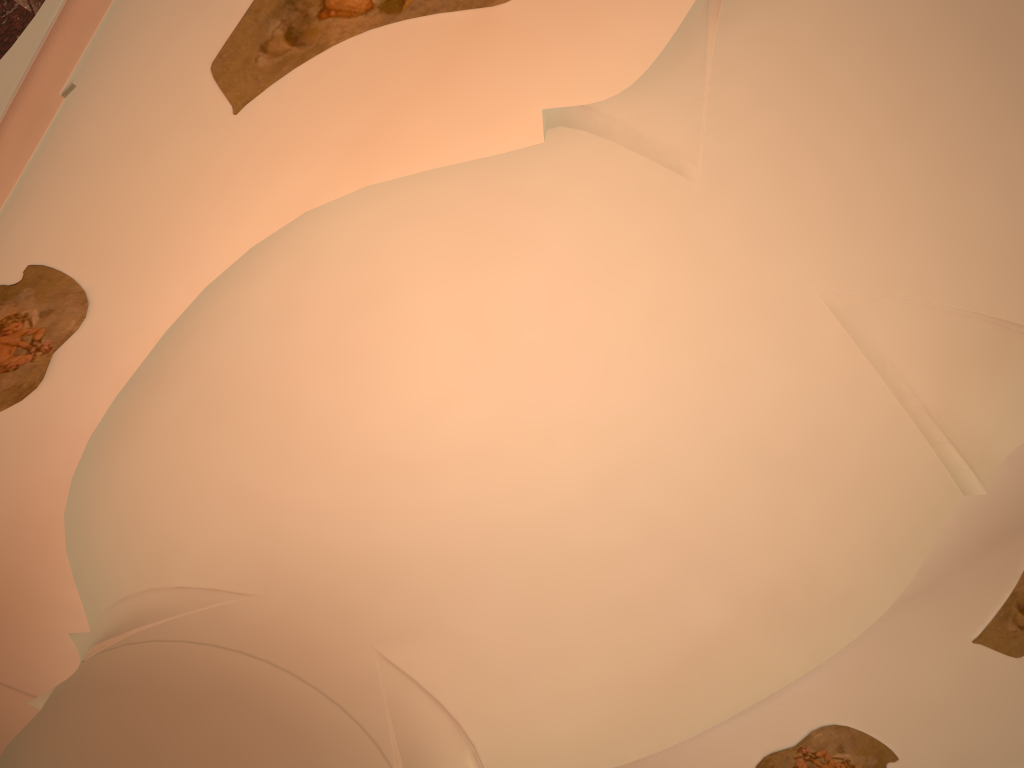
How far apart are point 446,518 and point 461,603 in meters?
1.4
